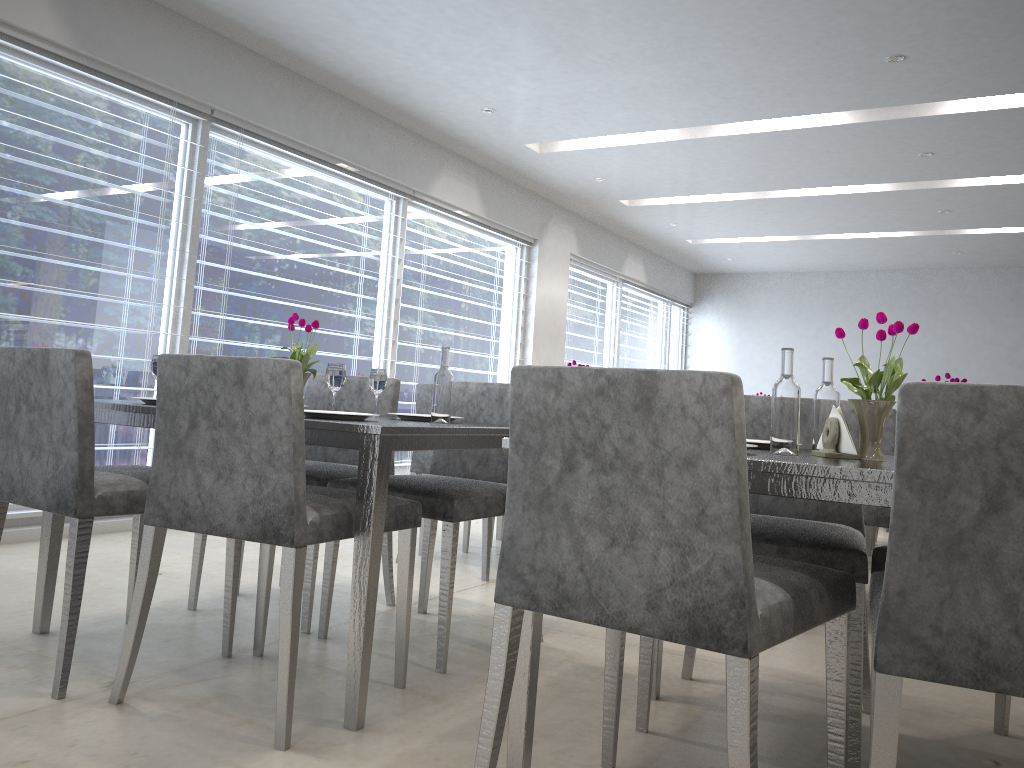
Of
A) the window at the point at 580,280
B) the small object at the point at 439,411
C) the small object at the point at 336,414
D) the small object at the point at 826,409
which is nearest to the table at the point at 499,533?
the small object at the point at 439,411

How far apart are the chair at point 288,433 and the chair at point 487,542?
1.30m

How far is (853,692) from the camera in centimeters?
182cm

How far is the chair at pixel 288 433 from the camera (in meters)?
1.81

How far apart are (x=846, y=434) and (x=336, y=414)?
1.1 meters

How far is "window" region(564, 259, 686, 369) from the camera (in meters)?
8.70

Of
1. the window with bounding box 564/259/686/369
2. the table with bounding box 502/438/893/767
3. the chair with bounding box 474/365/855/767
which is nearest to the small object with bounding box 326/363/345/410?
the table with bounding box 502/438/893/767

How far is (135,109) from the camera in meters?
4.3

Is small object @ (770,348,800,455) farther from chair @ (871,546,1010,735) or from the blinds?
the blinds

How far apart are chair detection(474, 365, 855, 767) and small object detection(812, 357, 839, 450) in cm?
36
